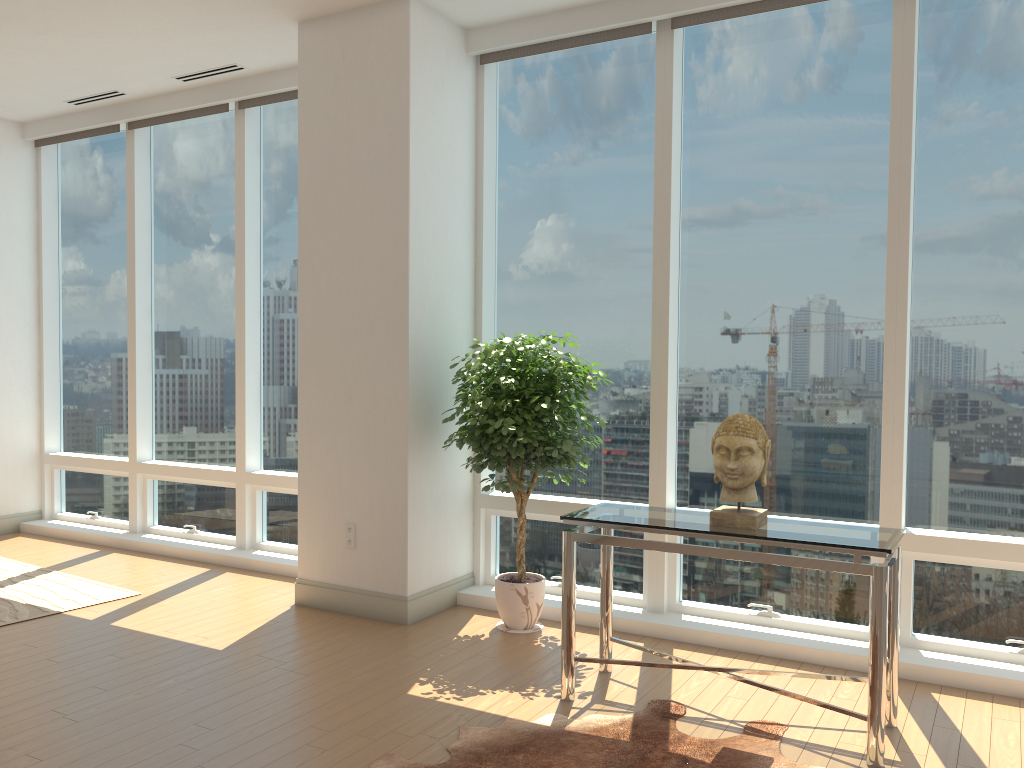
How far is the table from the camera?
3.13m

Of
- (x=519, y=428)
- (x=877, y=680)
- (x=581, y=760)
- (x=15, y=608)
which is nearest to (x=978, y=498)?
(x=877, y=680)

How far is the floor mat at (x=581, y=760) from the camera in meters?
3.2

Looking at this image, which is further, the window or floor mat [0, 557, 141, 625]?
floor mat [0, 557, 141, 625]

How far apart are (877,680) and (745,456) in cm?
91

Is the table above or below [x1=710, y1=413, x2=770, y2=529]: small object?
below

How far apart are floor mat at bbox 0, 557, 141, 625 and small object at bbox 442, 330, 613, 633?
2.3 meters

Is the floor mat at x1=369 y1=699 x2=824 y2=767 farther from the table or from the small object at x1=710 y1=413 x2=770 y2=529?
the small object at x1=710 y1=413 x2=770 y2=529

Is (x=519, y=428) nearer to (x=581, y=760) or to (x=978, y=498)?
(x=581, y=760)

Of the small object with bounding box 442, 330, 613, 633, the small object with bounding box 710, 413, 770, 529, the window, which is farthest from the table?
the window
